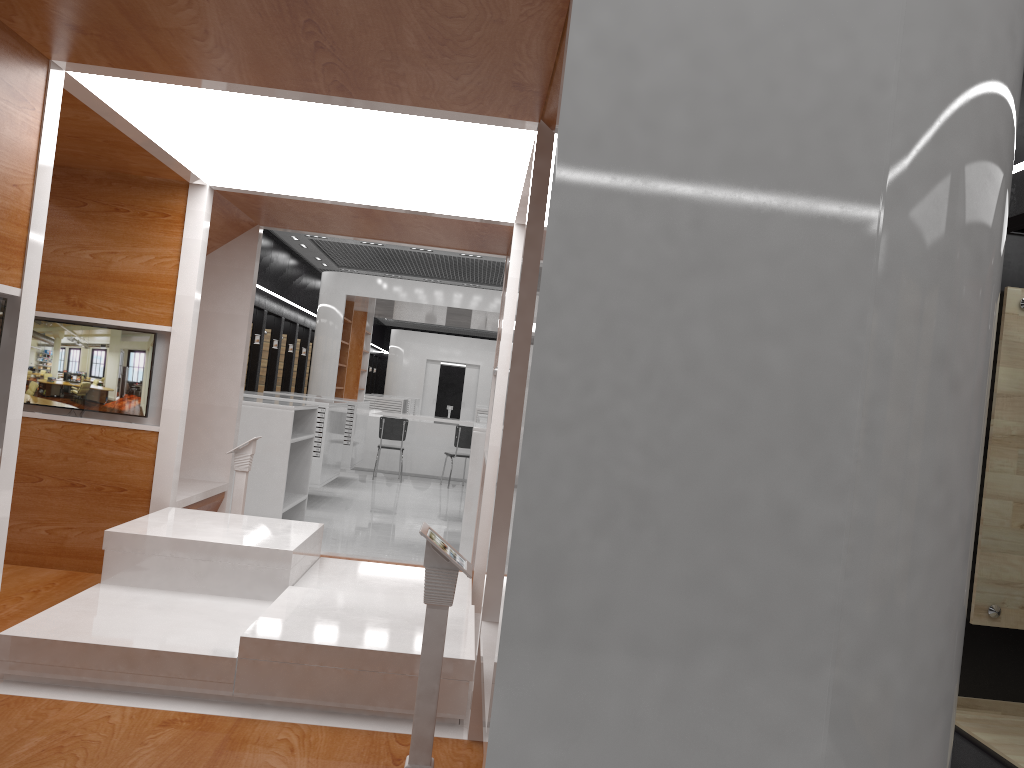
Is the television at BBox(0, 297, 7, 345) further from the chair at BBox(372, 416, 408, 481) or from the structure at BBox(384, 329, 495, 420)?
the structure at BBox(384, 329, 495, 420)

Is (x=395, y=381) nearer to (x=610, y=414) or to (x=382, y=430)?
(x=382, y=430)

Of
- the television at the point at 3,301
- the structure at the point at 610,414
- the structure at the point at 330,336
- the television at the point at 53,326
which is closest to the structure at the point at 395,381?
the structure at the point at 330,336

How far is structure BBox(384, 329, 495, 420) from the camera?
28.3m

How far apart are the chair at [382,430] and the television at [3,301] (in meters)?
10.96

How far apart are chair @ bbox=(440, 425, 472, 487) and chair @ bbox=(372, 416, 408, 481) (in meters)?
0.86

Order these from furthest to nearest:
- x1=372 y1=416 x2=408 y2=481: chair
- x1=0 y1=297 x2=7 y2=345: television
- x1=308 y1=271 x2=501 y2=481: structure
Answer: x1=308 y1=271 x2=501 y2=481: structure, x1=372 y1=416 x2=408 y2=481: chair, x1=0 y1=297 x2=7 y2=345: television

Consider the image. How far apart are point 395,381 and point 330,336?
13.2m

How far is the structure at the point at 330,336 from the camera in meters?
15.1 m

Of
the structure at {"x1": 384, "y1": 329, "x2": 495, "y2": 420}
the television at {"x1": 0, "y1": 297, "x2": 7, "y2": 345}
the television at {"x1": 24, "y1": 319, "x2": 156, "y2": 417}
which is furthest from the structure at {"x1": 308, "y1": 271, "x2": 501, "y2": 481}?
the television at {"x1": 0, "y1": 297, "x2": 7, "y2": 345}
